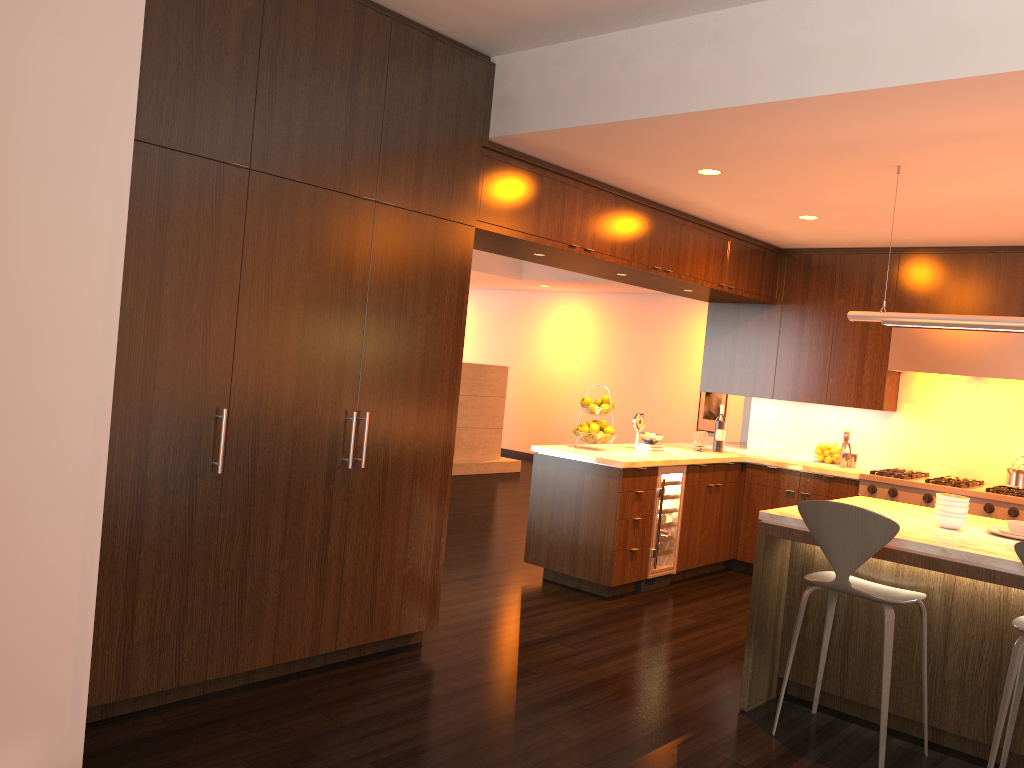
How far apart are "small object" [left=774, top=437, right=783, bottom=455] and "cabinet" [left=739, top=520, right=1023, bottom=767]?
3.15m

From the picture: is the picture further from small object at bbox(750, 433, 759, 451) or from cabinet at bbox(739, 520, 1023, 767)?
cabinet at bbox(739, 520, 1023, 767)

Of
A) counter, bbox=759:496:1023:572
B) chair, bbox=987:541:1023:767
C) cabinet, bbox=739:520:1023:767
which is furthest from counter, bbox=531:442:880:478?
chair, bbox=987:541:1023:767

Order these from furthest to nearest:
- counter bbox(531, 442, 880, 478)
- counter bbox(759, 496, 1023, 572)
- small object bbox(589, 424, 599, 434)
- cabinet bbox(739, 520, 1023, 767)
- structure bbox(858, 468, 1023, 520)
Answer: small object bbox(589, 424, 599, 434) < counter bbox(531, 442, 880, 478) < structure bbox(858, 468, 1023, 520) < cabinet bbox(739, 520, 1023, 767) < counter bbox(759, 496, 1023, 572)

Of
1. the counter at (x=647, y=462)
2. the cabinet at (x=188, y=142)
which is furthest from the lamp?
the counter at (x=647, y=462)

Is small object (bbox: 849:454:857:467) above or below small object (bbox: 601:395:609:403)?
below

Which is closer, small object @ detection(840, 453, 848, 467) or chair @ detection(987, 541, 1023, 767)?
chair @ detection(987, 541, 1023, 767)

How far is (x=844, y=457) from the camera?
6.69m

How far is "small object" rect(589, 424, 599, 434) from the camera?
6.1 meters

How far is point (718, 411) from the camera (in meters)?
11.64
